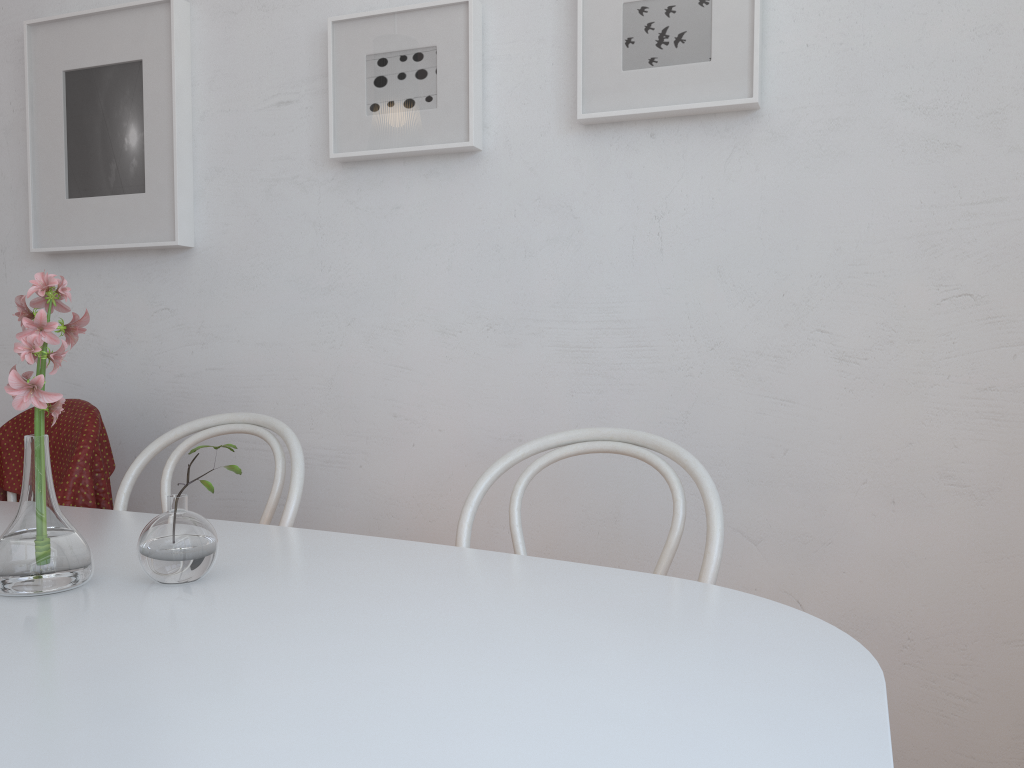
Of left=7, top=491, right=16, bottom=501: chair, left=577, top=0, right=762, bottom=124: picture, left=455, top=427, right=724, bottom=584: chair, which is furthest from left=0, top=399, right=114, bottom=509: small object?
left=577, top=0, right=762, bottom=124: picture

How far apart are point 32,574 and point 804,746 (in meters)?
0.77

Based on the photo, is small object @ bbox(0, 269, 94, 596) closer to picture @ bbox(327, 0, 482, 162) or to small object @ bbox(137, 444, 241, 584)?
small object @ bbox(137, 444, 241, 584)

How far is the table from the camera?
0.6 meters

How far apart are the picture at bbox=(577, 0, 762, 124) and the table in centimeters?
83cm

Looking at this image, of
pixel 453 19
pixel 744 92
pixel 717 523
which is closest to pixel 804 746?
pixel 717 523

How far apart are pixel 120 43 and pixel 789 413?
1.6 meters

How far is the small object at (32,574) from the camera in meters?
0.9

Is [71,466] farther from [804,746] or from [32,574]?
[804,746]

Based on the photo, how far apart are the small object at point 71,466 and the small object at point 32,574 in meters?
0.8
